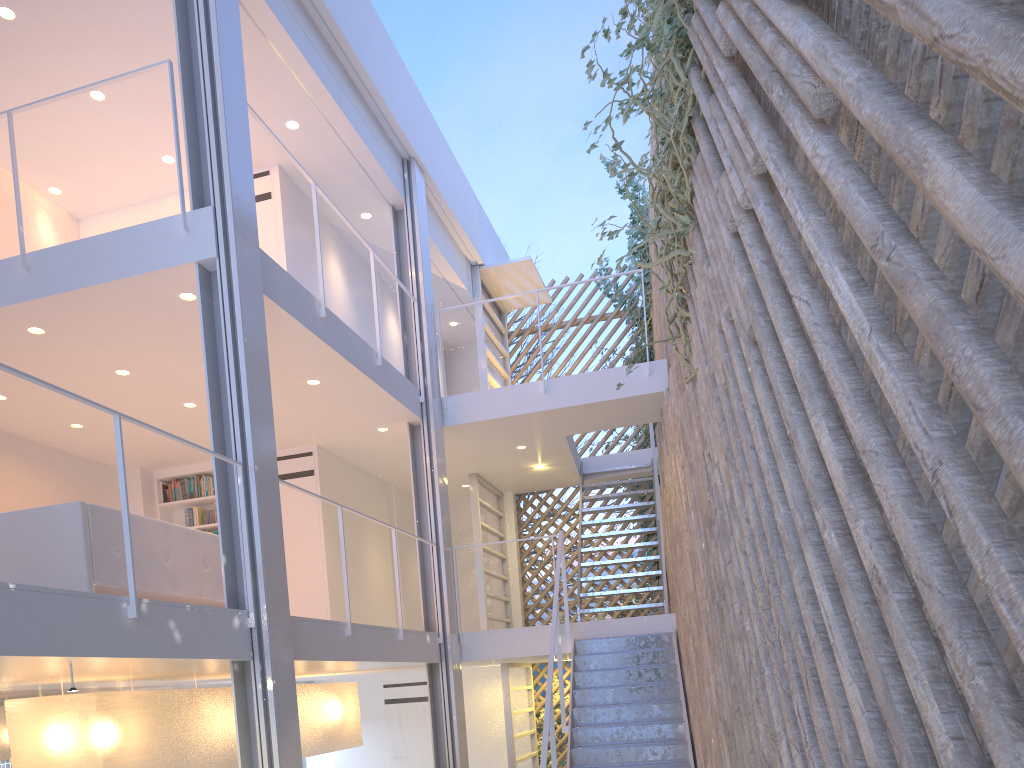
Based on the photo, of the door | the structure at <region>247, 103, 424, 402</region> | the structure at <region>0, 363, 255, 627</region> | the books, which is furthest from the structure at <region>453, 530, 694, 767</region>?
the door

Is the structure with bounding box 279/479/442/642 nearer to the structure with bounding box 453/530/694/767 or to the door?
the structure with bounding box 453/530/694/767

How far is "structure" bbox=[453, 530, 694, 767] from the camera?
3.4m

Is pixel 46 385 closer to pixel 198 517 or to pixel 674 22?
pixel 674 22

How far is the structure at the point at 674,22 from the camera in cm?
237

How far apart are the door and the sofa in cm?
340

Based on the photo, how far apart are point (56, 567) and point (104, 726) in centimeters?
79cm

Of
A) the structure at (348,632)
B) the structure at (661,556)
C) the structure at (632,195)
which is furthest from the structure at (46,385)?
the structure at (632,195)

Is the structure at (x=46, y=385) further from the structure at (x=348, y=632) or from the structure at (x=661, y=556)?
the structure at (x=661, y=556)

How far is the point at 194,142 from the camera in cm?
319
